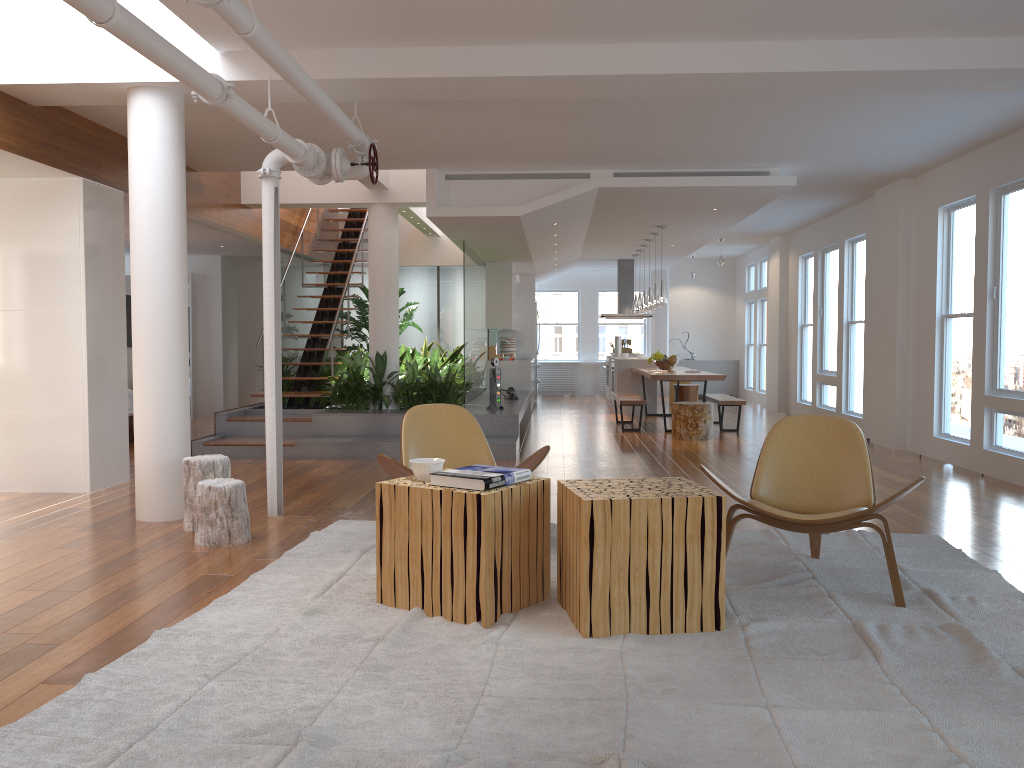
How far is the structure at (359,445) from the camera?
8.3m

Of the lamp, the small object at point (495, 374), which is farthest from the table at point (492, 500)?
the lamp

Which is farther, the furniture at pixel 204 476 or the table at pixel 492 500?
the furniture at pixel 204 476

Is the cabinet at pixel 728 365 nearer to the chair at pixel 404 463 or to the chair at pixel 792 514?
the chair at pixel 404 463

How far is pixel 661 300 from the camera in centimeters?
1097cm

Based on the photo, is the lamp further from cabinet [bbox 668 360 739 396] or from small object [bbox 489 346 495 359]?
cabinet [bbox 668 360 739 396]

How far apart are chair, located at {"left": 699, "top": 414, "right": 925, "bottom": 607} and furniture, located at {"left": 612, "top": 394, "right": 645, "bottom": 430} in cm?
627

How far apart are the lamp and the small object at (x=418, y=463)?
7.62m

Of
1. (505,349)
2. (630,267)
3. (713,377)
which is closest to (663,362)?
(713,377)

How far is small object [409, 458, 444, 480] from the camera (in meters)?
3.66
